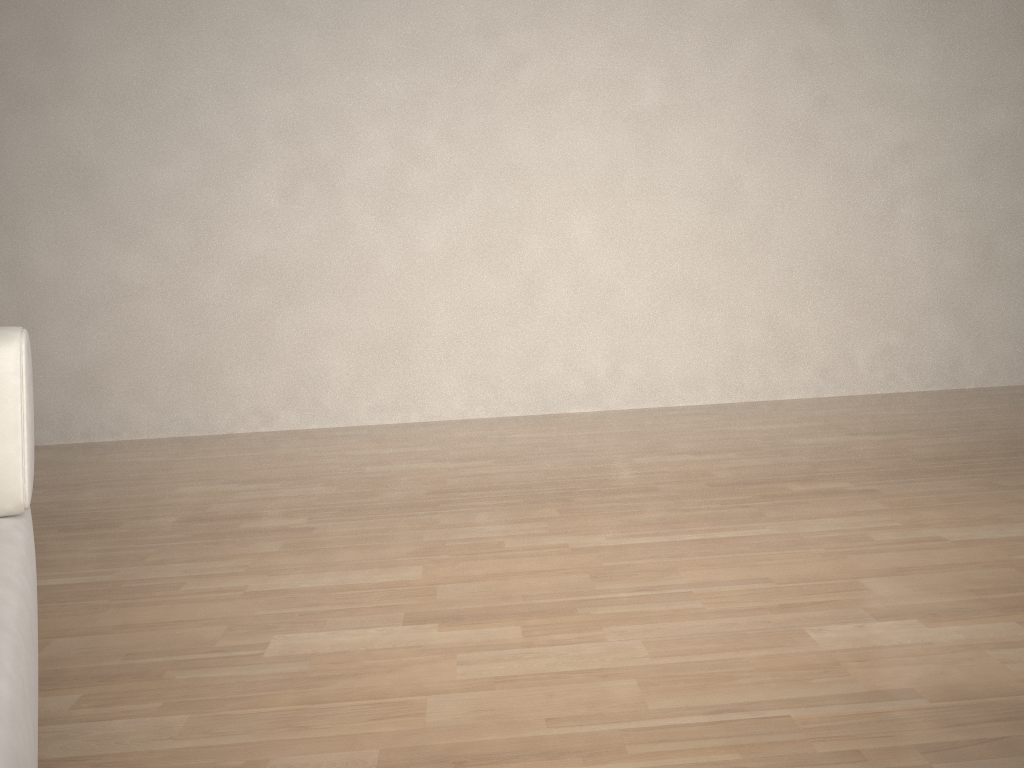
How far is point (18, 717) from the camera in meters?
0.5 m

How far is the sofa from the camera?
0.53m

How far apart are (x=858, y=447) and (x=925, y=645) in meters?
1.7

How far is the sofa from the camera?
0.5 meters
